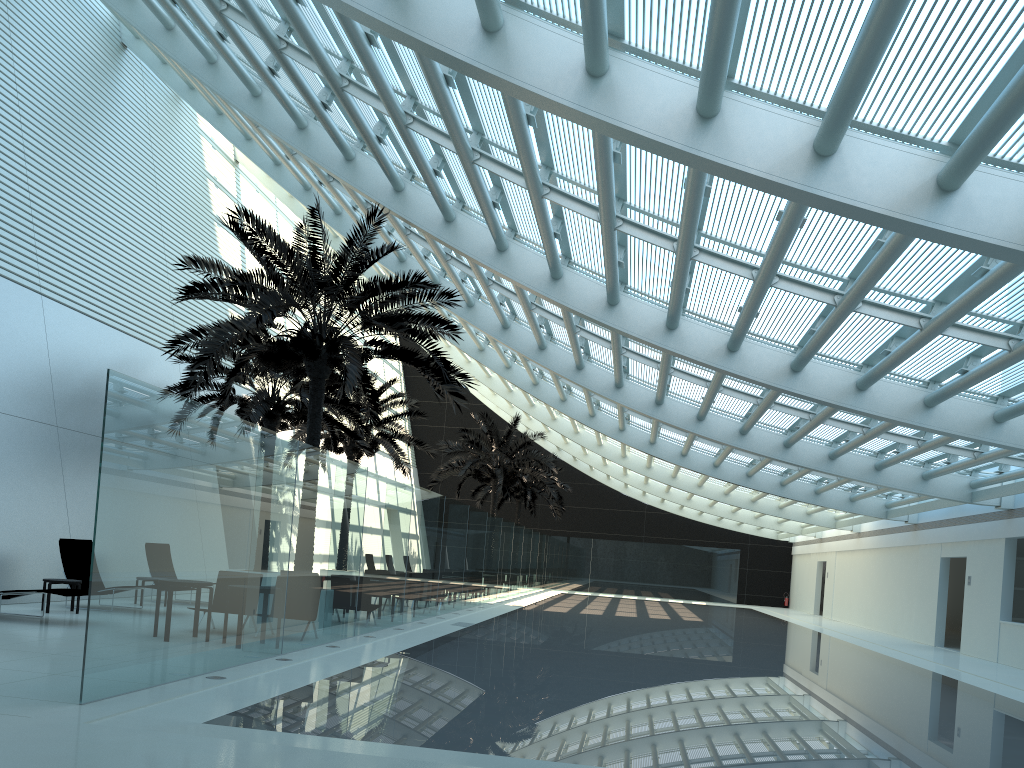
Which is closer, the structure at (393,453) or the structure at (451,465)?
the structure at (393,453)

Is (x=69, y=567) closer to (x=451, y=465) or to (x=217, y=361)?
(x=217, y=361)

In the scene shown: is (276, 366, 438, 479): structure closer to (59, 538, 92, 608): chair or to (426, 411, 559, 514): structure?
(426, 411, 559, 514): structure

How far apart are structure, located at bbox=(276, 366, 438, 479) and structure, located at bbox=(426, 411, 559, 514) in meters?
3.7 m

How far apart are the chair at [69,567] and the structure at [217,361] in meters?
3.4

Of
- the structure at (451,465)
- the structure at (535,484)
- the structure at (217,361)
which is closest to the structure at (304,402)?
the structure at (217,361)

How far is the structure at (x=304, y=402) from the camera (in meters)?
18.91

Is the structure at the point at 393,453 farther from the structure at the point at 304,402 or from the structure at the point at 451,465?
the structure at the point at 451,465

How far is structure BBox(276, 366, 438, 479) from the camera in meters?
25.4 m

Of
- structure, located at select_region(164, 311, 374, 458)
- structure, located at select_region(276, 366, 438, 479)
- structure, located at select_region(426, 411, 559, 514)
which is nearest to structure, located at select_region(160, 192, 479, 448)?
structure, located at select_region(164, 311, 374, 458)
